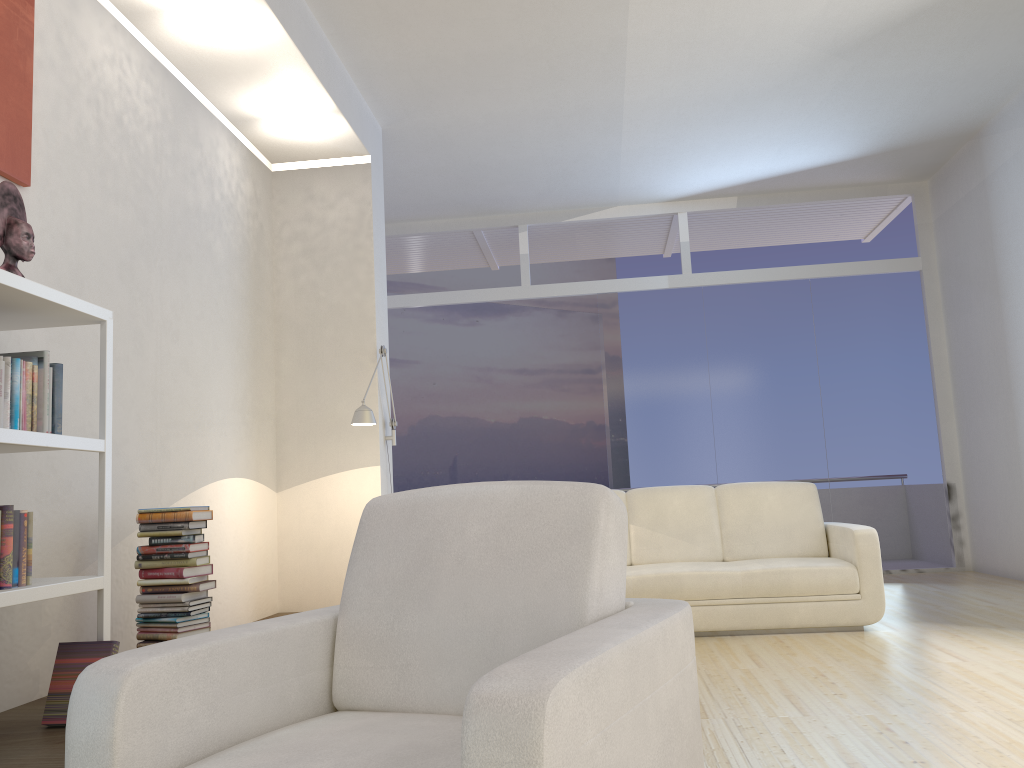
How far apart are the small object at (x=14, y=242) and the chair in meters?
1.7 m

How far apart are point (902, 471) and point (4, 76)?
7.5 meters

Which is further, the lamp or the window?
the window

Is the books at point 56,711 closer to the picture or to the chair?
the chair

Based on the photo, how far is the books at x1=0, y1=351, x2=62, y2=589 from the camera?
2.63m

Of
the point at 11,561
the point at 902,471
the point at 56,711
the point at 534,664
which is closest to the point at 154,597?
the point at 56,711

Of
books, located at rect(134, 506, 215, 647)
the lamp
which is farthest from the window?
books, located at rect(134, 506, 215, 647)

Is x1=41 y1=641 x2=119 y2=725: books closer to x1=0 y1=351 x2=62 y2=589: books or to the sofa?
x1=0 y1=351 x2=62 y2=589: books

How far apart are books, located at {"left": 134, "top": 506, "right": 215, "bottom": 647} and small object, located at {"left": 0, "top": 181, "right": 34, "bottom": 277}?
1.2 meters

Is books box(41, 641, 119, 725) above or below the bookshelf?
below
